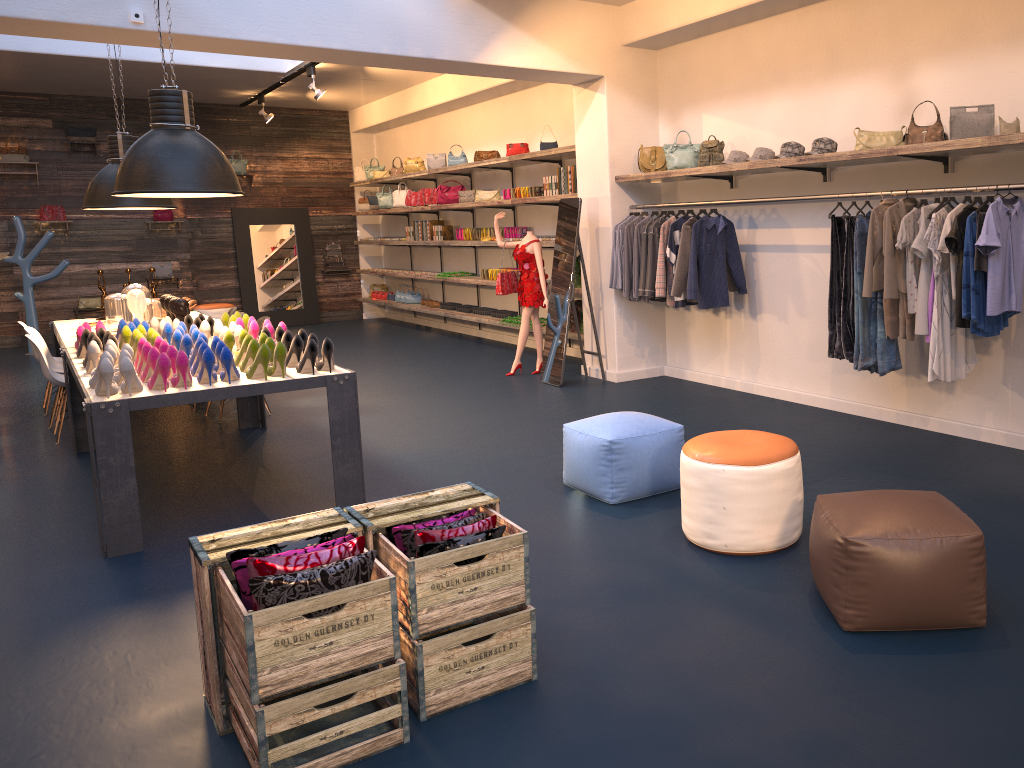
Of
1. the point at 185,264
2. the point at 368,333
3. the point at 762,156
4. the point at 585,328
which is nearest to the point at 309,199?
the point at 185,264

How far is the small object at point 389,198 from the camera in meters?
13.7 m

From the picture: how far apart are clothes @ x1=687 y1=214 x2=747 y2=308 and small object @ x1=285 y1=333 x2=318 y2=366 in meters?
3.3

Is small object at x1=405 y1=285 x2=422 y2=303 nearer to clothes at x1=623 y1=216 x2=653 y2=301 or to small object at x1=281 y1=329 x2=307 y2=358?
clothes at x1=623 y1=216 x2=653 y2=301

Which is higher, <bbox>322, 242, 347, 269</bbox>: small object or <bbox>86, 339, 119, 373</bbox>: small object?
<bbox>322, 242, 347, 269</bbox>: small object

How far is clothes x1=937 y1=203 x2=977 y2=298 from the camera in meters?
4.9

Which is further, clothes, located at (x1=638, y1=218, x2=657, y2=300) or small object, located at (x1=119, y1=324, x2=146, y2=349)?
clothes, located at (x1=638, y1=218, x2=657, y2=300)

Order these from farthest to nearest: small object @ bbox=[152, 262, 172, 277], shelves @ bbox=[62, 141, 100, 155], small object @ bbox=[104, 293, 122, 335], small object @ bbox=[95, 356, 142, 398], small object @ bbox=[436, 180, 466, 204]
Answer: small object @ bbox=[152, 262, 172, 277], shelves @ bbox=[62, 141, 100, 155], small object @ bbox=[436, 180, 466, 204], small object @ bbox=[104, 293, 122, 335], small object @ bbox=[95, 356, 142, 398]

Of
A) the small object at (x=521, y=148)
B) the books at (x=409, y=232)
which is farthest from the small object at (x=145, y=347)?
the books at (x=409, y=232)

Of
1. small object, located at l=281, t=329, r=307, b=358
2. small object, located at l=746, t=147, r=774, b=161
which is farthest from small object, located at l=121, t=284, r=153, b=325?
small object, located at l=746, t=147, r=774, b=161
